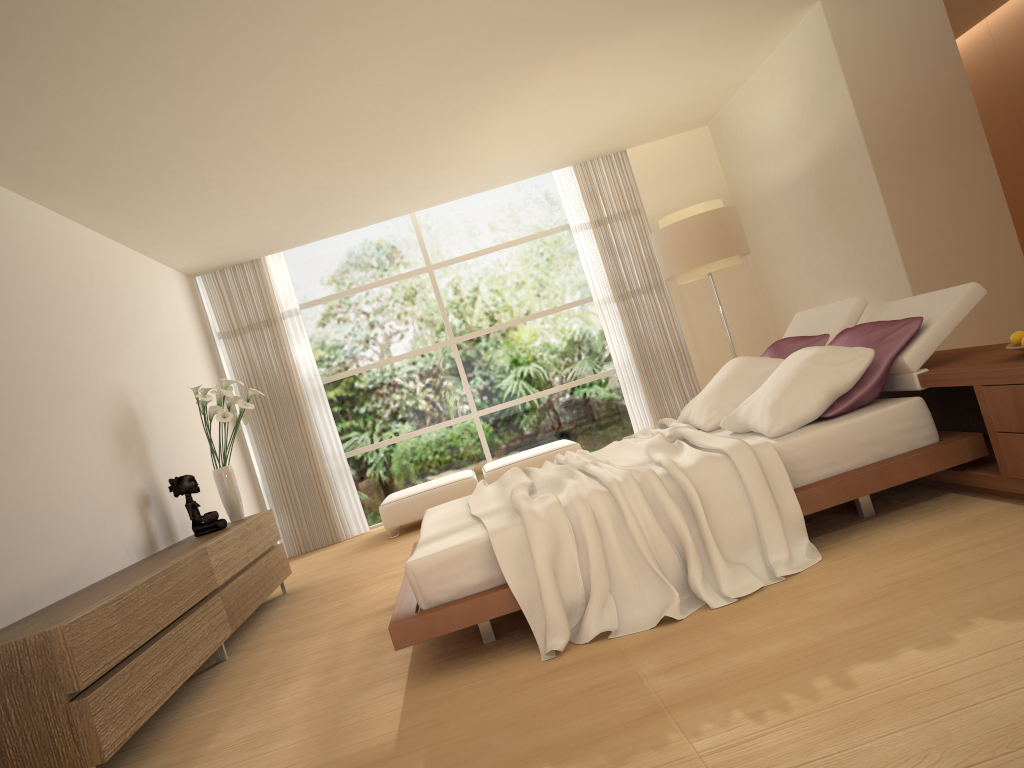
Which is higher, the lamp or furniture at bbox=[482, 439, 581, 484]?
the lamp

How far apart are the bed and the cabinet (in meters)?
1.12

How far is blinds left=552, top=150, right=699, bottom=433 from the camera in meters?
9.5 m

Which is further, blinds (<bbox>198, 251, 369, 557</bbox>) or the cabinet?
blinds (<bbox>198, 251, 369, 557</bbox>)

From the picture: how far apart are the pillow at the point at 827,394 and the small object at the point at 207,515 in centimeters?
327cm

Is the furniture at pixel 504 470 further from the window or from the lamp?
the lamp

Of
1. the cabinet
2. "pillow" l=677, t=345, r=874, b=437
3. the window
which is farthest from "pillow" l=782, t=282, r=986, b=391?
the window

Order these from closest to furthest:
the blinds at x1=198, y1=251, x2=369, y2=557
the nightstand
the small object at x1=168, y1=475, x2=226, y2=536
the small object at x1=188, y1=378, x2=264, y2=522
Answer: the nightstand → the small object at x1=168, y1=475, x2=226, y2=536 → the small object at x1=188, y1=378, x2=264, y2=522 → the blinds at x1=198, y1=251, x2=369, y2=557

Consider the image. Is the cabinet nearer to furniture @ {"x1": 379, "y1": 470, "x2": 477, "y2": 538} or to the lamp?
furniture @ {"x1": 379, "y1": 470, "x2": 477, "y2": 538}

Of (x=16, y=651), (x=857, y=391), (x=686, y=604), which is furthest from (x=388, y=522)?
(x=857, y=391)
